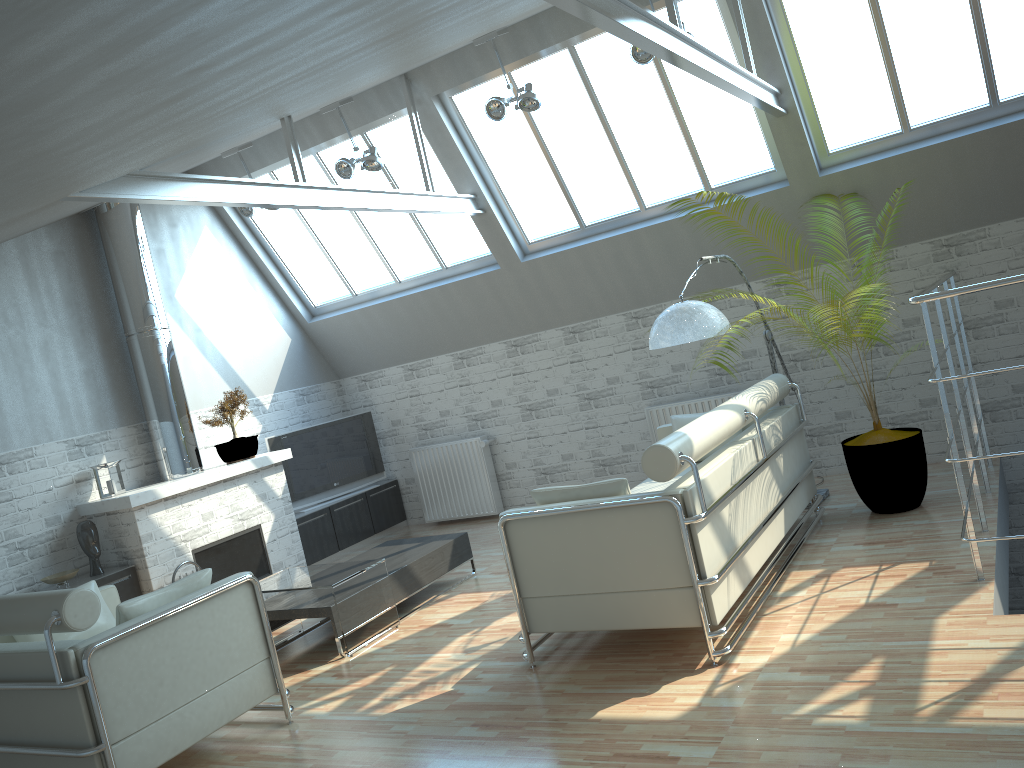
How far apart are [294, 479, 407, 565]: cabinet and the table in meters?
3.9 m

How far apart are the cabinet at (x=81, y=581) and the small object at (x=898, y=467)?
10.1 meters

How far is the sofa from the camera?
7.87m

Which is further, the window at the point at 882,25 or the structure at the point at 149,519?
the structure at the point at 149,519

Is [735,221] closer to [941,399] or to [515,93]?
[941,399]

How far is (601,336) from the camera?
15.8m

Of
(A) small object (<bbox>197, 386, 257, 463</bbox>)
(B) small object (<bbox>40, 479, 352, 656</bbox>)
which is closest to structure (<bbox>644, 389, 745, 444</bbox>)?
(A) small object (<bbox>197, 386, 257, 463</bbox>)

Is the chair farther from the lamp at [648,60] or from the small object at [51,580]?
the lamp at [648,60]

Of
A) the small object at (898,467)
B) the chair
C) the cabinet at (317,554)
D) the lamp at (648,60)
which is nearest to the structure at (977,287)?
the small object at (898,467)

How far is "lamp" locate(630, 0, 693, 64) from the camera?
11.3 meters
